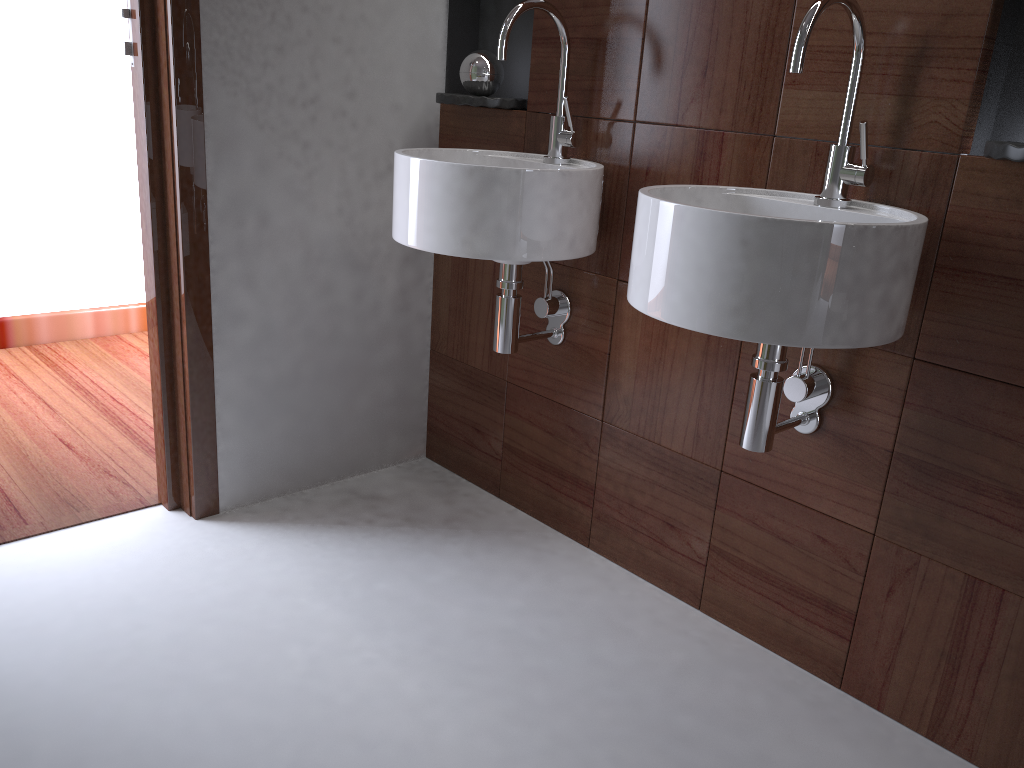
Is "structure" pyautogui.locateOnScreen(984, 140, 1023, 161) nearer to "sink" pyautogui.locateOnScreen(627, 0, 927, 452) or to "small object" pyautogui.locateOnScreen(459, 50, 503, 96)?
"sink" pyautogui.locateOnScreen(627, 0, 927, 452)

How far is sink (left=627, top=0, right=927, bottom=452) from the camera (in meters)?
1.15

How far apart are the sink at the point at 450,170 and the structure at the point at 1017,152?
0.7 meters

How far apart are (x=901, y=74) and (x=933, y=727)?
1.07m

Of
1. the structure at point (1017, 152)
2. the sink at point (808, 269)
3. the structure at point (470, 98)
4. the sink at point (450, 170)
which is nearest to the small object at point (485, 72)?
the structure at point (470, 98)

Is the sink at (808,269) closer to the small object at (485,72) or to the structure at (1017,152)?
the structure at (1017,152)

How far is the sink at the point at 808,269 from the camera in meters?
1.1

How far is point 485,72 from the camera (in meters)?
2.00

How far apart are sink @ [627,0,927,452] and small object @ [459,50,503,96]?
0.73m

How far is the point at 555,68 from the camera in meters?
1.9 m
